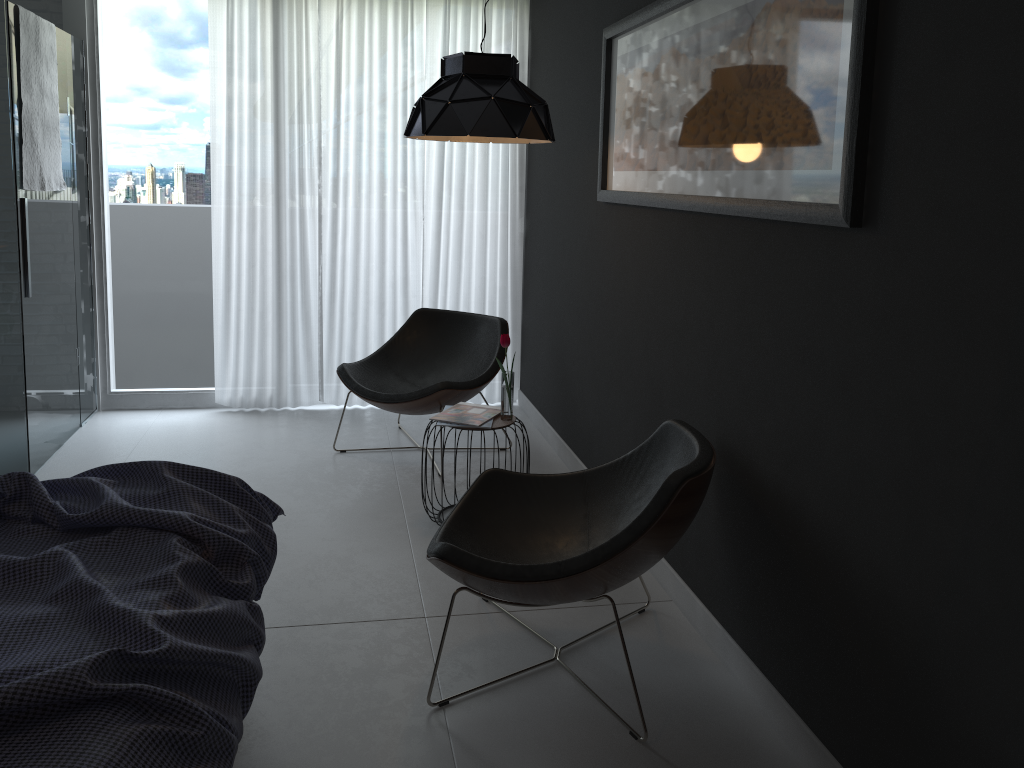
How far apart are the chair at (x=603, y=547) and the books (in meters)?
0.59

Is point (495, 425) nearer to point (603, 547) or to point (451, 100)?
point (451, 100)

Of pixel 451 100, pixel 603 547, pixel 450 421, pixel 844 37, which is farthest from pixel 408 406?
pixel 844 37

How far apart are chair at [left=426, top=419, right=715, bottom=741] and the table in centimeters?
59cm

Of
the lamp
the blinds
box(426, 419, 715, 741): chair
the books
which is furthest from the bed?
the blinds

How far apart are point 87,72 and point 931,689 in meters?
4.9

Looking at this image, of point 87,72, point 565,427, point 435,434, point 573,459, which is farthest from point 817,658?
point 87,72

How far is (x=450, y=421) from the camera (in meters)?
3.57

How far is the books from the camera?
3.6 meters

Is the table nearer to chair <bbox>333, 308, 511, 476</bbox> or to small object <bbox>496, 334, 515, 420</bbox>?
small object <bbox>496, 334, 515, 420</bbox>
